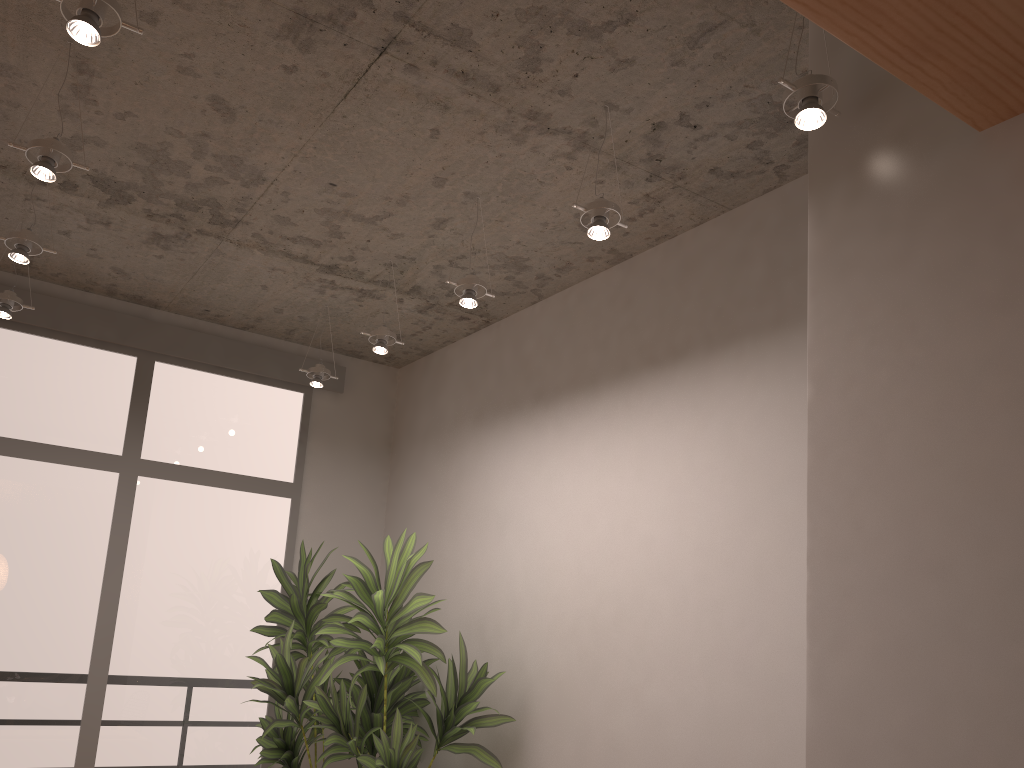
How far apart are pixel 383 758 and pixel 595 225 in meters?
2.5 m

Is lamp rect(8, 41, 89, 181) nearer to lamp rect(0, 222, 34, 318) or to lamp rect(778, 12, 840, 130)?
lamp rect(0, 222, 34, 318)

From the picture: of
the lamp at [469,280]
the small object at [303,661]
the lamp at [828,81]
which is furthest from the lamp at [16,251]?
the lamp at [828,81]

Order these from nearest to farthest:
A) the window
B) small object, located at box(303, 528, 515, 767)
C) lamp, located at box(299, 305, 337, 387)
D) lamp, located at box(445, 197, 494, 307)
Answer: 1. lamp, located at box(445, 197, 494, 307)
2. small object, located at box(303, 528, 515, 767)
3. the window
4. lamp, located at box(299, 305, 337, 387)

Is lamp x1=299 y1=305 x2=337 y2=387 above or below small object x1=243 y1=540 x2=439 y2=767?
above

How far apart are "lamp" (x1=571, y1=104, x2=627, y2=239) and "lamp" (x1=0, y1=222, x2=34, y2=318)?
2.79m

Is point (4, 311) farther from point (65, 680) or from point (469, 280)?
point (469, 280)

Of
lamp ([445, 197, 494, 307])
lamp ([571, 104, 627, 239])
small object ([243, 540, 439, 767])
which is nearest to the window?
small object ([243, 540, 439, 767])

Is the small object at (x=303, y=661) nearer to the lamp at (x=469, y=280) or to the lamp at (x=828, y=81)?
the lamp at (x=469, y=280)

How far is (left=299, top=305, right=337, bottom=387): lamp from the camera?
4.87m
